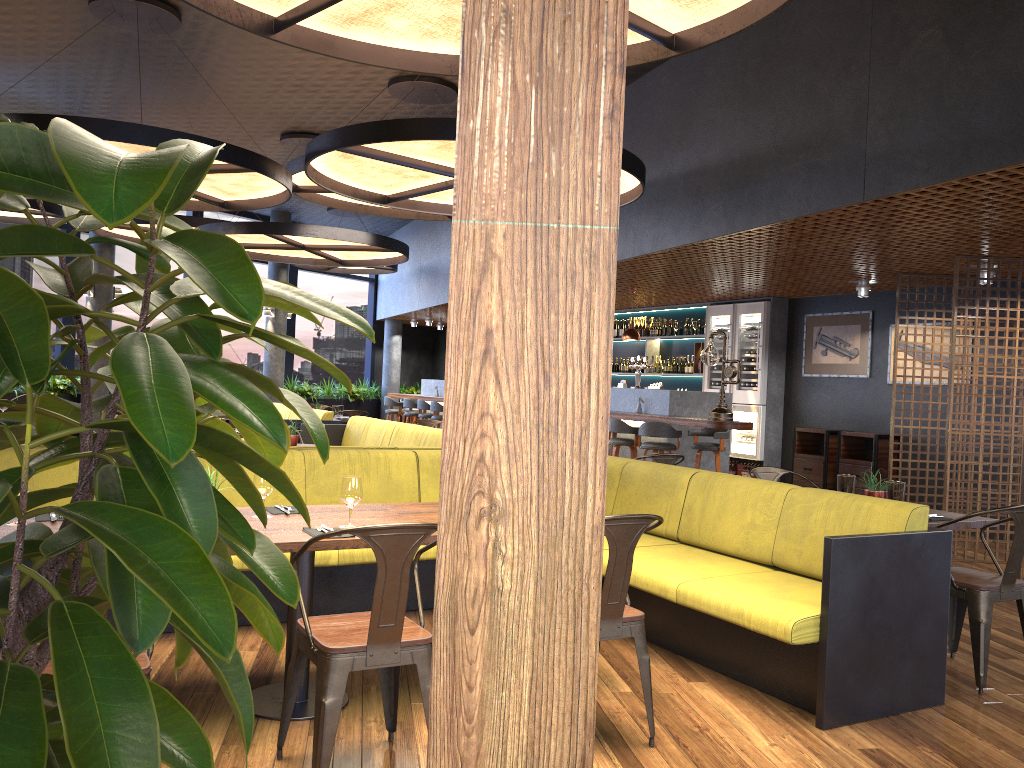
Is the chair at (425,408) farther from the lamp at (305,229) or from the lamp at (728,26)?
the lamp at (728,26)

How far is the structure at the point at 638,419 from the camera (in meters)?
10.22

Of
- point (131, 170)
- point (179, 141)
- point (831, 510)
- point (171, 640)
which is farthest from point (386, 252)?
point (131, 170)

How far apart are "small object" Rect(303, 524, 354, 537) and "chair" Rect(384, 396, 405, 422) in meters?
12.8 m

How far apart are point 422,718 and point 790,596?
1.7m

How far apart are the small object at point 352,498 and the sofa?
8.0m

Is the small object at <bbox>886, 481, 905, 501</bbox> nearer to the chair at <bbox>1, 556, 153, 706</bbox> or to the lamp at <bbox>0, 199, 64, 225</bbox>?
the chair at <bbox>1, 556, 153, 706</bbox>

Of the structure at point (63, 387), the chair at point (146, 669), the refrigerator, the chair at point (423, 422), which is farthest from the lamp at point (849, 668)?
the structure at point (63, 387)

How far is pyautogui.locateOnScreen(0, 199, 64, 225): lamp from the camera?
12.13m

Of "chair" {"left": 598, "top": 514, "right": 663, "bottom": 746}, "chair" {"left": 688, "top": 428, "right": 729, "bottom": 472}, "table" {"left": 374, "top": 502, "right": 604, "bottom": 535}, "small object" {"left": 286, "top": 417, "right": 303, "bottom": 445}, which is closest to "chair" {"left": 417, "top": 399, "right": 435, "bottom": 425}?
"chair" {"left": 688, "top": 428, "right": 729, "bottom": 472}
